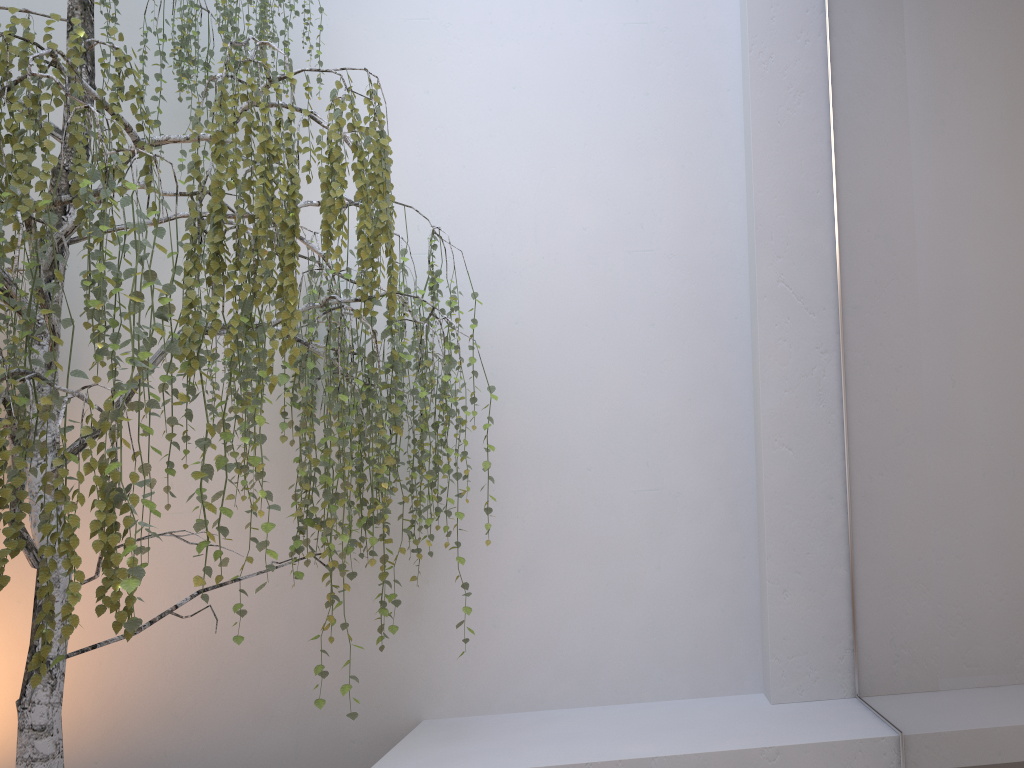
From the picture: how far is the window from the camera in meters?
1.5 m

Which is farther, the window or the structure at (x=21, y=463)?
the structure at (x=21, y=463)

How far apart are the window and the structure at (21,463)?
1.0m

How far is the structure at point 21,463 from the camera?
1.8m

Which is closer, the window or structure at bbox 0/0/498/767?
the window

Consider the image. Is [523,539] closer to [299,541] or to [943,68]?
[299,541]

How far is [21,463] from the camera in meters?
1.8

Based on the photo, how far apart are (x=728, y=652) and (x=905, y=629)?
0.9 meters

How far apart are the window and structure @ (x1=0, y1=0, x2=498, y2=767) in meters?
1.0

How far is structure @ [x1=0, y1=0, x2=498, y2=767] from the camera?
1.8m
